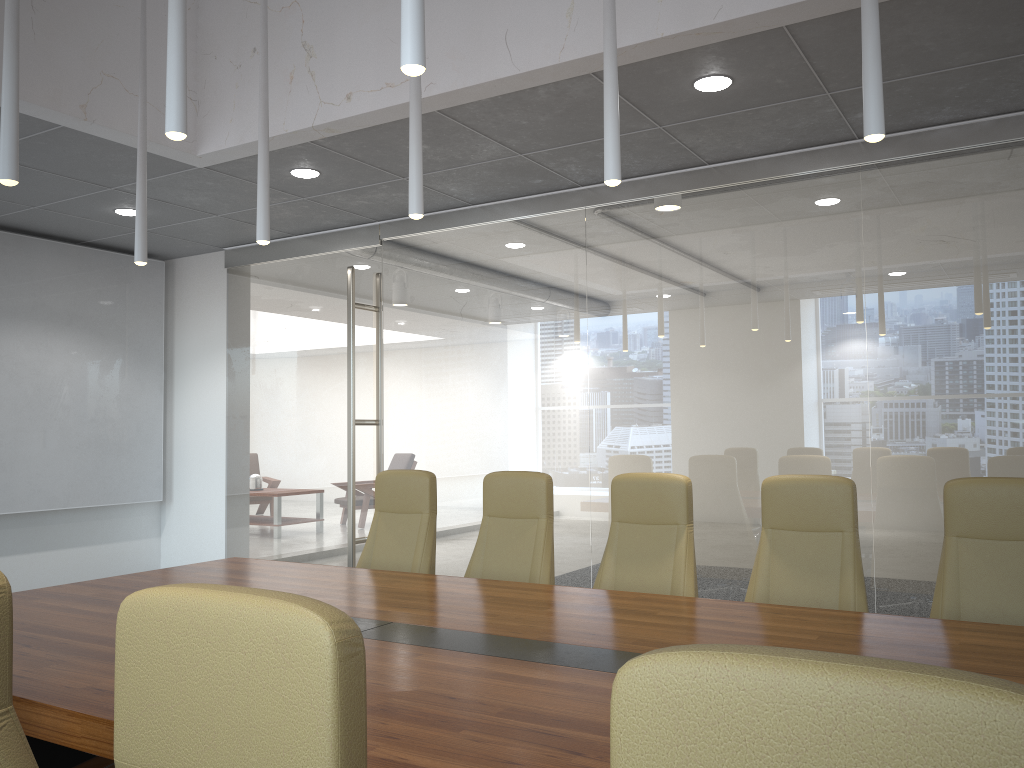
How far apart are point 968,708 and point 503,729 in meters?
1.6

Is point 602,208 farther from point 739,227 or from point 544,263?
point 739,227

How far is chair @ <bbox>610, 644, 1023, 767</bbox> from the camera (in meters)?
0.74

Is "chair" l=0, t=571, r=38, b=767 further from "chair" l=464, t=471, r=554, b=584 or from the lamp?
"chair" l=464, t=471, r=554, b=584

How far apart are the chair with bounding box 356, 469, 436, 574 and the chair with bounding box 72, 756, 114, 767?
2.8m

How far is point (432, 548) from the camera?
5.24m

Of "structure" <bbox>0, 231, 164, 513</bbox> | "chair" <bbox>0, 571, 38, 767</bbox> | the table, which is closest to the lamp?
"chair" <bbox>0, 571, 38, 767</bbox>

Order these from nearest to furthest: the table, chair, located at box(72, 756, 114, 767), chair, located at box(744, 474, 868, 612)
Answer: the table → chair, located at box(72, 756, 114, 767) → chair, located at box(744, 474, 868, 612)

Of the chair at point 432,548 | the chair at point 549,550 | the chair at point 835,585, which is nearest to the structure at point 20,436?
the chair at point 432,548

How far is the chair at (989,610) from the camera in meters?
3.7 m
